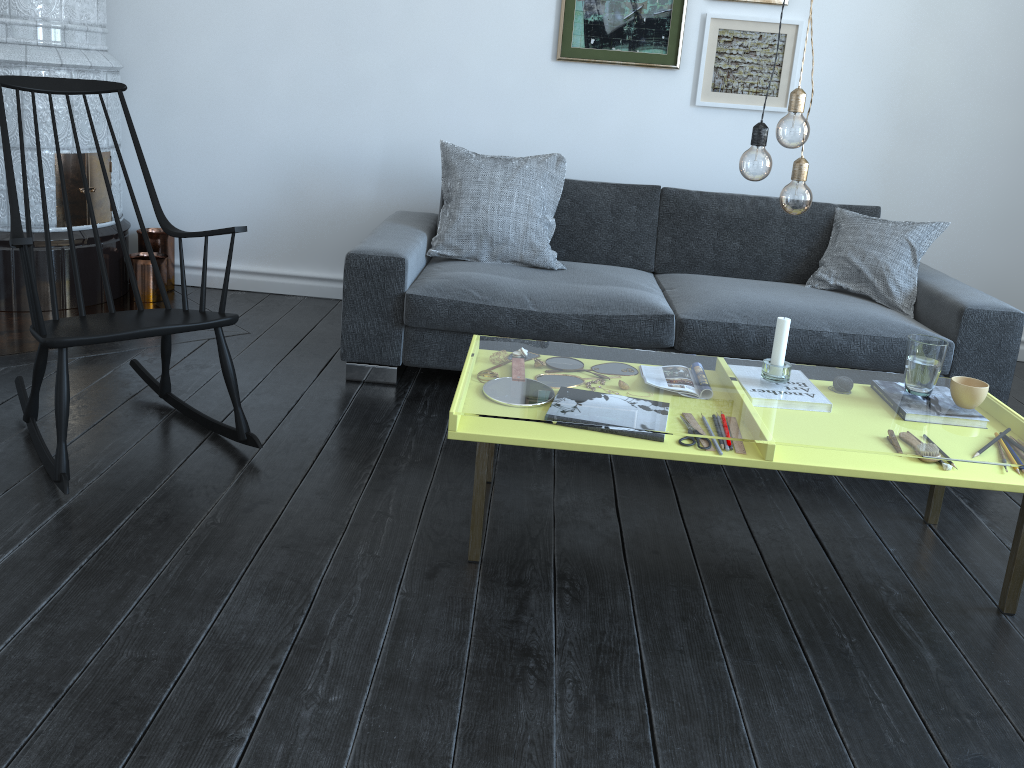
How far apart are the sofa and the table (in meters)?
0.66

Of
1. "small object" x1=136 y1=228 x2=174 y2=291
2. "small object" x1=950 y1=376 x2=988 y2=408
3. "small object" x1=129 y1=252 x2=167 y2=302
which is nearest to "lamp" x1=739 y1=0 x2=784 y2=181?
"small object" x1=950 y1=376 x2=988 y2=408

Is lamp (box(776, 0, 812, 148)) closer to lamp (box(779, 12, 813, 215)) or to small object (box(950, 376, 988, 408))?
lamp (box(779, 12, 813, 215))

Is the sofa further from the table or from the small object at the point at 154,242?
the small object at the point at 154,242

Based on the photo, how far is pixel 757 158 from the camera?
1.95m

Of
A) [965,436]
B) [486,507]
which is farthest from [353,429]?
[965,436]

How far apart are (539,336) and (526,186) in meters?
0.7 m

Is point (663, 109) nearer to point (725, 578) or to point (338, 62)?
point (338, 62)

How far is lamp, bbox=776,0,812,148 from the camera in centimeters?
191cm

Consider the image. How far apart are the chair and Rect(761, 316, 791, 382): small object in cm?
143
